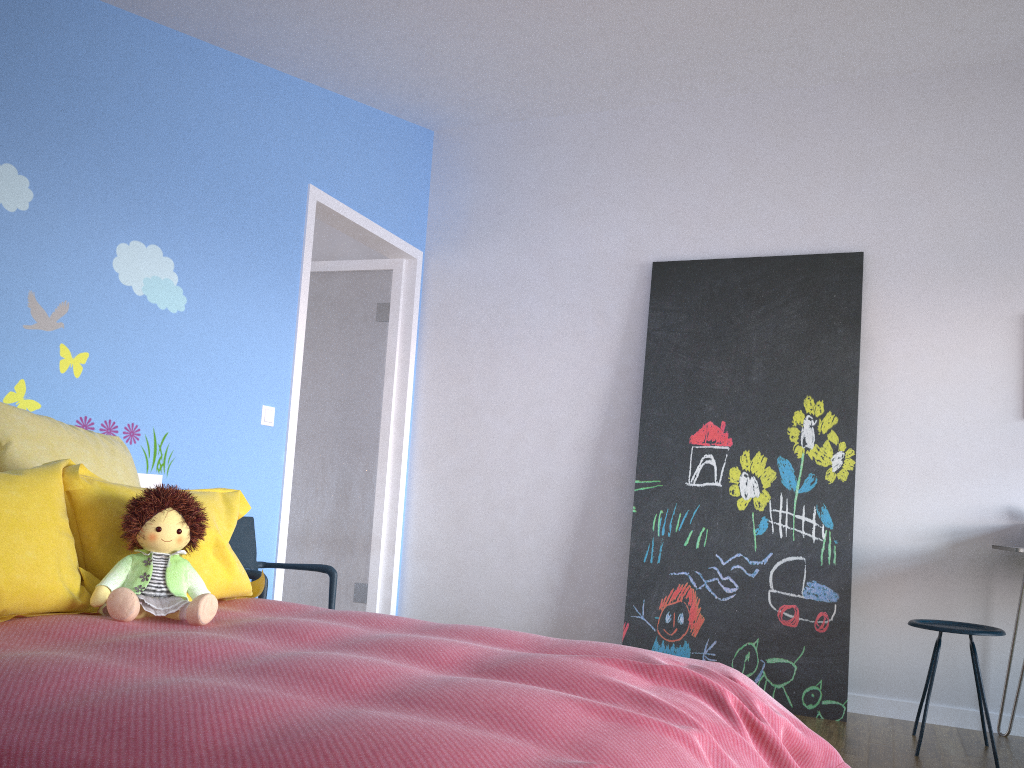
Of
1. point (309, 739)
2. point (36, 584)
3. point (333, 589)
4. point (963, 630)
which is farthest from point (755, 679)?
point (309, 739)

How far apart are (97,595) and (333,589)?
1.46m

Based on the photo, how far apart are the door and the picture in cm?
129

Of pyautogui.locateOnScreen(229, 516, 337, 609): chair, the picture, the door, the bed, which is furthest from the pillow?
the picture

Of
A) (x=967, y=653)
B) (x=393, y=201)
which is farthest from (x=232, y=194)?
(x=967, y=653)

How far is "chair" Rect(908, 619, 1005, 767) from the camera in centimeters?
308cm

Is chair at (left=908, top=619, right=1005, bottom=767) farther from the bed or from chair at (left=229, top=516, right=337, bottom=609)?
chair at (left=229, top=516, right=337, bottom=609)

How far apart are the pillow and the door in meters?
1.0 m

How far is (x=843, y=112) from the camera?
4.1m

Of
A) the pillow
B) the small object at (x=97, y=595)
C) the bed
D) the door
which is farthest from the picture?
the small object at (x=97, y=595)
